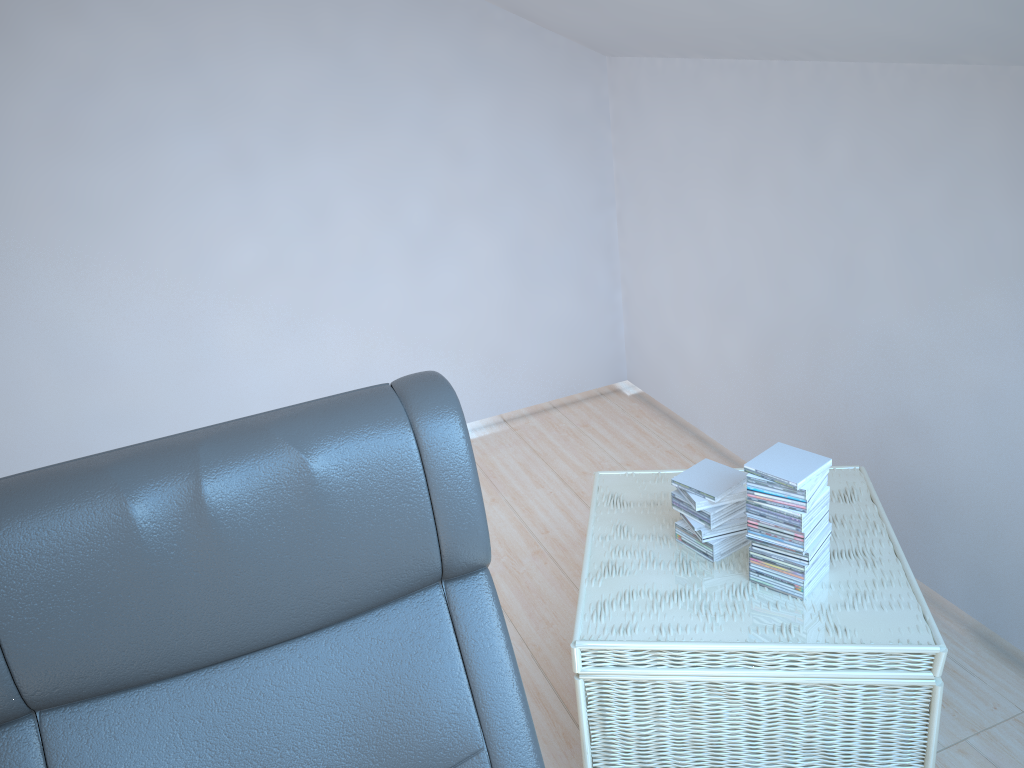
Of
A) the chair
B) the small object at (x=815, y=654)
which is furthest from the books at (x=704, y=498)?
the chair

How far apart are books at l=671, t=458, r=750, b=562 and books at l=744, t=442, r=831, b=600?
0.1m

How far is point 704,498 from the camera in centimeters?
203cm

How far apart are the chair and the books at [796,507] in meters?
0.8 m

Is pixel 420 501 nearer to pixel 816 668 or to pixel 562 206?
pixel 816 668

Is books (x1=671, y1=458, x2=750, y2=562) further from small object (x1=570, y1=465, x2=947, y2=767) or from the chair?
the chair

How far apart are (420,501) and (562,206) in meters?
2.7 m

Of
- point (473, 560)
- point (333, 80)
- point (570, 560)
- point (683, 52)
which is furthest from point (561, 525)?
point (473, 560)

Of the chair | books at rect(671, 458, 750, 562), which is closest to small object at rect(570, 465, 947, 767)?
books at rect(671, 458, 750, 562)

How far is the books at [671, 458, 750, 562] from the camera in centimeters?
203cm
